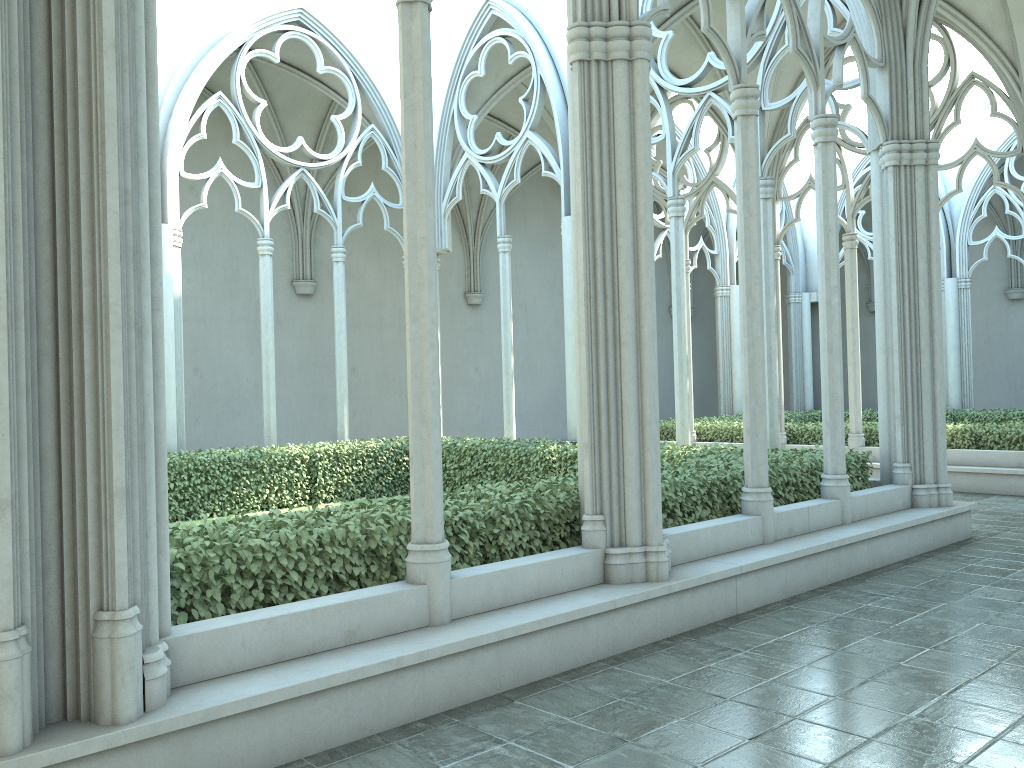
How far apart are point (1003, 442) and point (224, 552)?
12.3 meters

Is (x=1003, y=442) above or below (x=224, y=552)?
below

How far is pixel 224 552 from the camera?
4.7 meters

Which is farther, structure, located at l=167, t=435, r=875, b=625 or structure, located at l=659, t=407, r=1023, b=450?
structure, located at l=659, t=407, r=1023, b=450

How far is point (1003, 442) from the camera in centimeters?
1322cm

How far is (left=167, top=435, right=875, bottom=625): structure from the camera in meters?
4.7

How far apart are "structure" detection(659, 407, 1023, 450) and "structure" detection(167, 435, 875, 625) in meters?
5.2

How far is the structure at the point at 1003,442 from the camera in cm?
1322

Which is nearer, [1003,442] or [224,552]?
[224,552]

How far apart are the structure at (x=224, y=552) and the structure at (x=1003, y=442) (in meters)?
5.22
